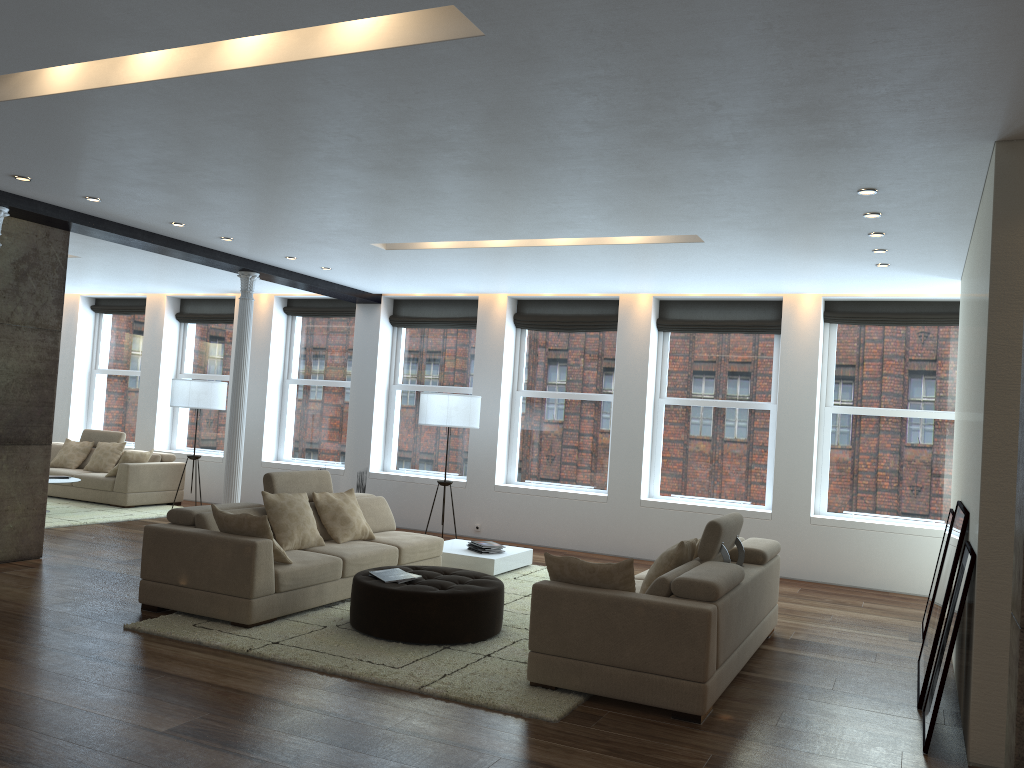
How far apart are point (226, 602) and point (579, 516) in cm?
526

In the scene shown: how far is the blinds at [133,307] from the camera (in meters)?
13.88

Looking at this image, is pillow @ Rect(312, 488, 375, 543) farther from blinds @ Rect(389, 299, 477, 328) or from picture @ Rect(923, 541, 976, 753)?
picture @ Rect(923, 541, 976, 753)

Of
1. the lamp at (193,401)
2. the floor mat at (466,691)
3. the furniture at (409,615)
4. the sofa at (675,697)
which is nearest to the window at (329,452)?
the lamp at (193,401)

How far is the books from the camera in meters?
5.9 m

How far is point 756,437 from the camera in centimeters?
990cm

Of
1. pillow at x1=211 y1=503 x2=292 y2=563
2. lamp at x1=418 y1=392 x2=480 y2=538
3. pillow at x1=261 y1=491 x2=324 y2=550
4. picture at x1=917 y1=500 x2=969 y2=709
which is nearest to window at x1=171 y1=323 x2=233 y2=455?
lamp at x1=418 y1=392 x2=480 y2=538

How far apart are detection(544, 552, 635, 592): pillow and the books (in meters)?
1.33

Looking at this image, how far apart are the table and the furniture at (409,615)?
1.7m

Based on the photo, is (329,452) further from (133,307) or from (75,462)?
(133,307)
